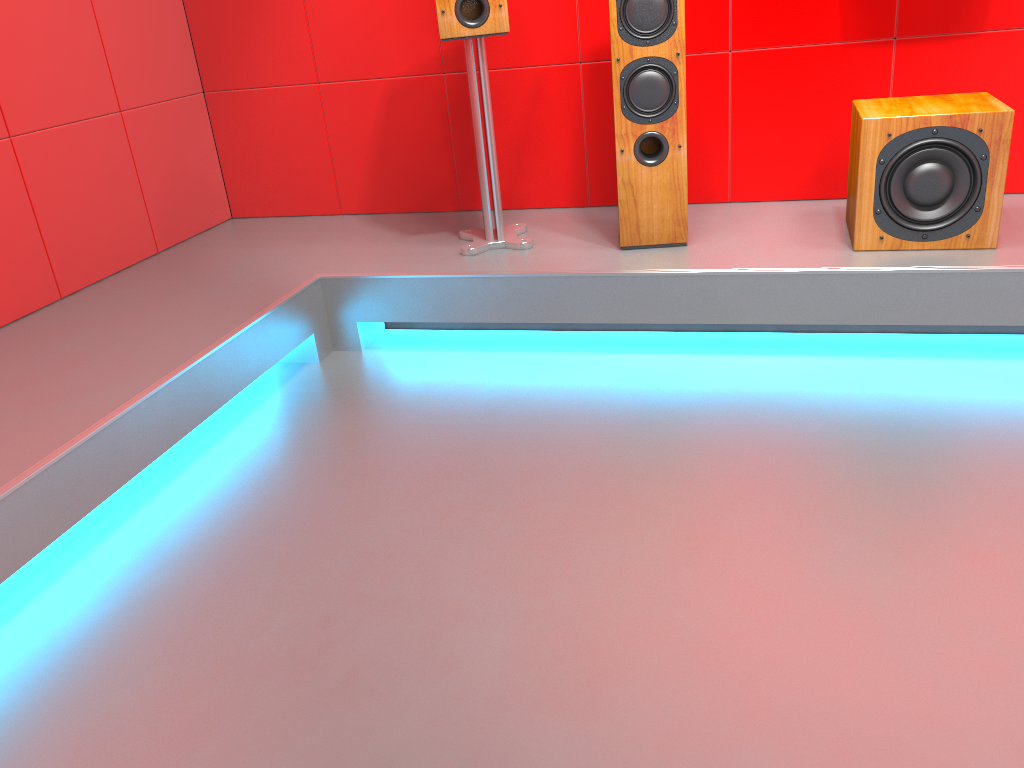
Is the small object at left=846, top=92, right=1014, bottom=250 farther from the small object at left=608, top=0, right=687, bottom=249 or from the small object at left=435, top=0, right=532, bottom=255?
the small object at left=435, top=0, right=532, bottom=255

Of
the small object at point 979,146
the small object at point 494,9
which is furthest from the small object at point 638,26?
the small object at point 979,146

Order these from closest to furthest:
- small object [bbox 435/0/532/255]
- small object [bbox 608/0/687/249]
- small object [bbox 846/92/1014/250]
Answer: small object [bbox 846/92/1014/250] → small object [bbox 608/0/687/249] → small object [bbox 435/0/532/255]

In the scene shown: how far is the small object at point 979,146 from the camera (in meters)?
2.28

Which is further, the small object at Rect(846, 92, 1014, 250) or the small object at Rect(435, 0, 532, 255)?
the small object at Rect(435, 0, 532, 255)

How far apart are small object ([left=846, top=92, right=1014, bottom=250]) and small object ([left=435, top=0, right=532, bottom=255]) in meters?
1.0

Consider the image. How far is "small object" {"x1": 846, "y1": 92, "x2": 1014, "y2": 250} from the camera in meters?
2.3 m

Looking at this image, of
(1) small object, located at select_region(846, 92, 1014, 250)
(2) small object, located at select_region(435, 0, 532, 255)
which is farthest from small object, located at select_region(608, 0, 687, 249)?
(1) small object, located at select_region(846, 92, 1014, 250)

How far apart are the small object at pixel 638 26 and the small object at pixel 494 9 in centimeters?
31cm

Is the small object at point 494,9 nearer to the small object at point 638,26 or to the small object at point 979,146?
the small object at point 638,26
